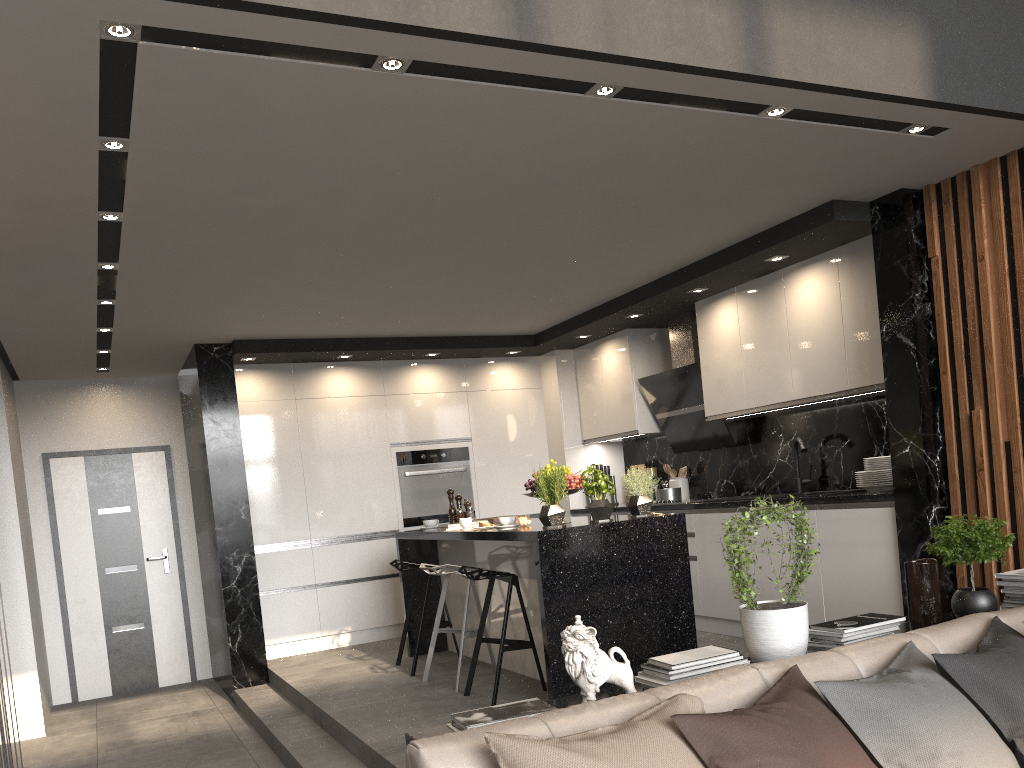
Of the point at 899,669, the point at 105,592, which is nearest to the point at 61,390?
the point at 105,592

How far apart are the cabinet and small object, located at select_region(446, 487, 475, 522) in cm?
18

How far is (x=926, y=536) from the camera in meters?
4.3

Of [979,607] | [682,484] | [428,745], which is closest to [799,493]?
[682,484]

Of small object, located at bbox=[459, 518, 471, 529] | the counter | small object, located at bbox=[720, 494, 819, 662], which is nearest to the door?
small object, located at bbox=[459, 518, 471, 529]

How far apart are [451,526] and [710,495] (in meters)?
1.97

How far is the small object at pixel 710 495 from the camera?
6.3 meters

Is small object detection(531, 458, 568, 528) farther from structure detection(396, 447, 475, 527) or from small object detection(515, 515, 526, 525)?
structure detection(396, 447, 475, 527)

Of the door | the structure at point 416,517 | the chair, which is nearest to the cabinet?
the structure at point 416,517

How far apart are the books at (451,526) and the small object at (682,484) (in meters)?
2.15
